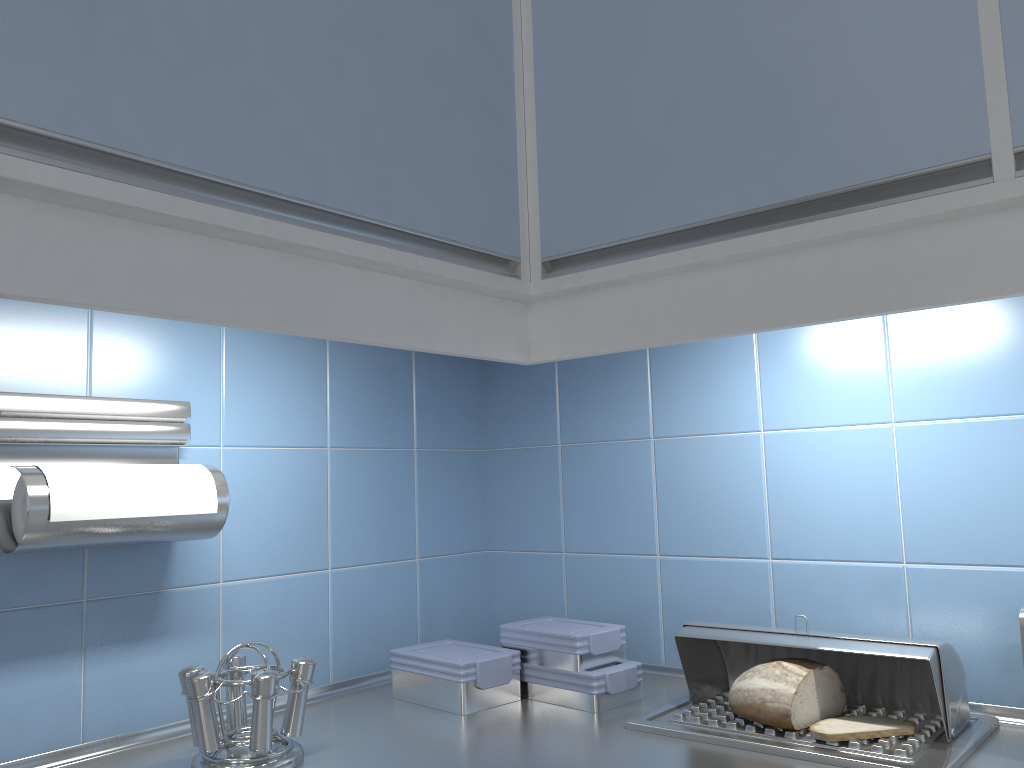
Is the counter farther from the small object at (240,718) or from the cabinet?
the cabinet

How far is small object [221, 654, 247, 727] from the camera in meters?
1.1 m

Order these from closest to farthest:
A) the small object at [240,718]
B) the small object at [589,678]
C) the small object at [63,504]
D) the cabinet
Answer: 1. the cabinet
2. the small object at [63,504]
3. the small object at [240,718]
4. the small object at [589,678]

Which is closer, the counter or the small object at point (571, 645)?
the counter

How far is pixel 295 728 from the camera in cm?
110

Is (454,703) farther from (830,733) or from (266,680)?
(830,733)

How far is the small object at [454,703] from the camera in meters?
1.3 m

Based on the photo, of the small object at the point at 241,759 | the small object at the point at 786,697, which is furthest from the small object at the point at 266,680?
the small object at the point at 786,697

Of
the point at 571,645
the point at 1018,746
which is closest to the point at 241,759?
the point at 571,645

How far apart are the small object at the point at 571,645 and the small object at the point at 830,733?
0.3m
